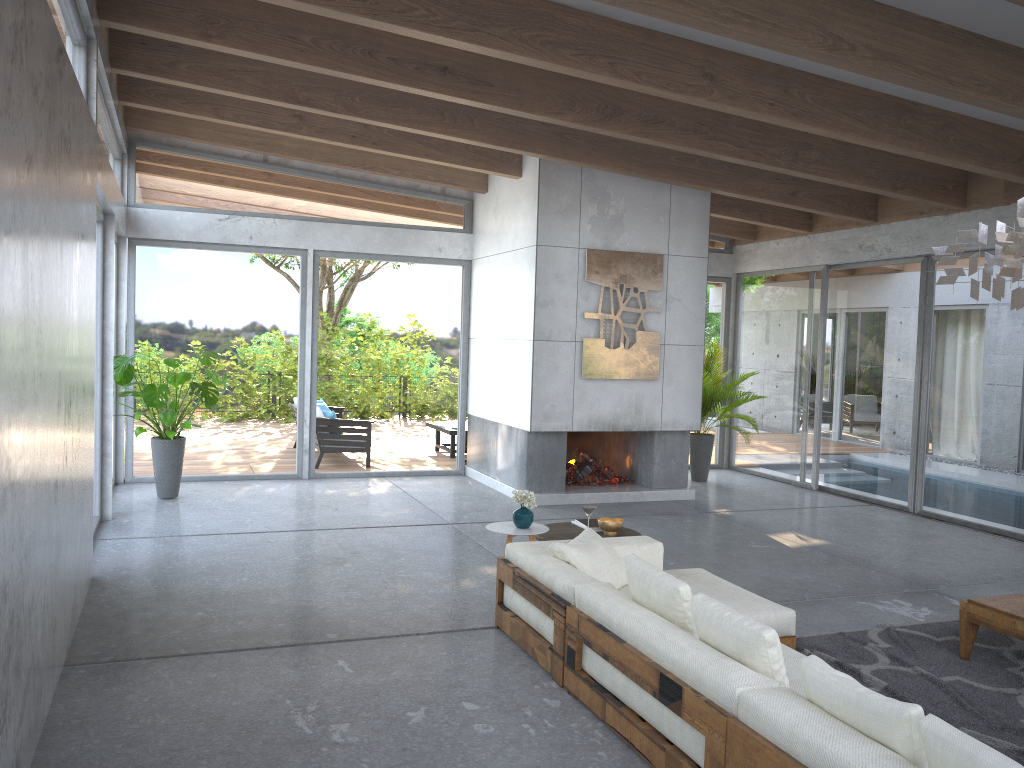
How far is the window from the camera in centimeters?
886cm

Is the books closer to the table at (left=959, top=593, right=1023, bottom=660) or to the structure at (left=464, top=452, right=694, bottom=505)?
the table at (left=959, top=593, right=1023, bottom=660)

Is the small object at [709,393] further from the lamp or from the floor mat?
the lamp

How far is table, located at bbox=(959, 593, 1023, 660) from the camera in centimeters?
465cm

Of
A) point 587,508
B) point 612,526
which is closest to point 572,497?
point 612,526

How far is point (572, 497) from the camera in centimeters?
934cm

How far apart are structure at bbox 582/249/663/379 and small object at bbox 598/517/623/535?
3.5 meters

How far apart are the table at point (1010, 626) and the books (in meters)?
2.24

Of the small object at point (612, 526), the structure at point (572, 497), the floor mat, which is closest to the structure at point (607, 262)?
the structure at point (572, 497)

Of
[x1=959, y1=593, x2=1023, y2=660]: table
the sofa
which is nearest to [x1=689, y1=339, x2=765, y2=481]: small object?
the sofa
